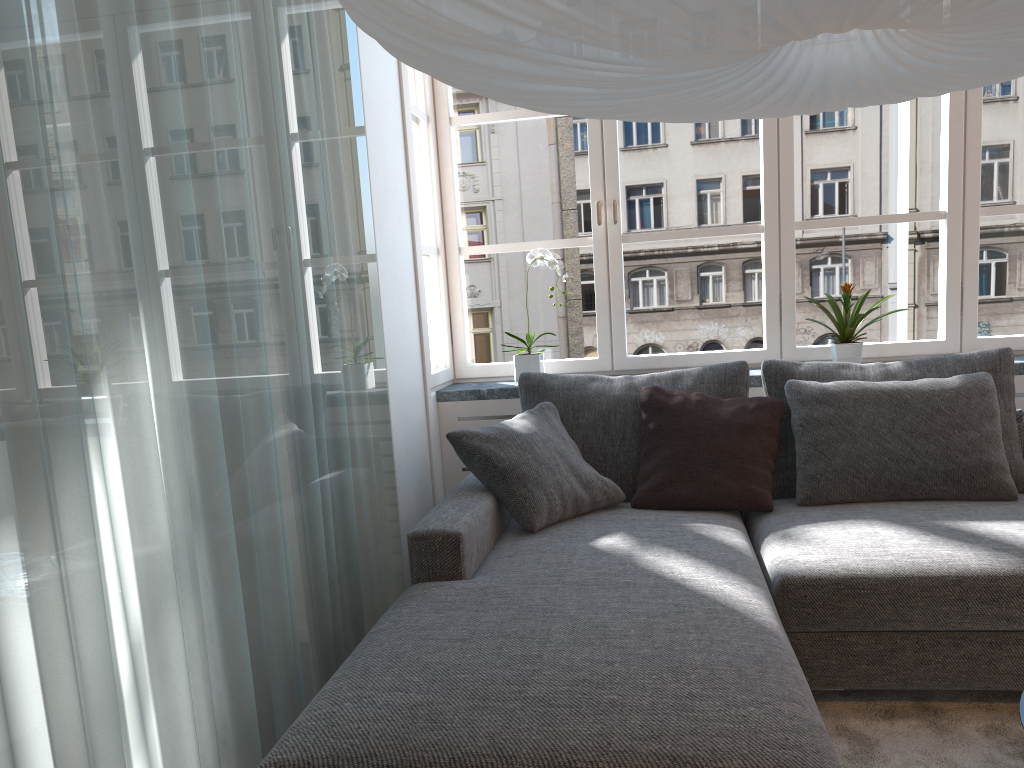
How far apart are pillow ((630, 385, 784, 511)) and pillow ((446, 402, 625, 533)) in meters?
0.0

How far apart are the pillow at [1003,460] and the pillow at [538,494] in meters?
0.6 m

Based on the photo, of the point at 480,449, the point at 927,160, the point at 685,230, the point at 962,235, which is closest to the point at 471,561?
the point at 480,449

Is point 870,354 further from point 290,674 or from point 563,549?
point 290,674

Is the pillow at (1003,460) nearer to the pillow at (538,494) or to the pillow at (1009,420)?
the pillow at (1009,420)

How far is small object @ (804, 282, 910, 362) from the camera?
3.3 meters

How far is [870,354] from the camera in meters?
3.6 m

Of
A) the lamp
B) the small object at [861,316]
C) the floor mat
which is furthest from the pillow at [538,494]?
the lamp

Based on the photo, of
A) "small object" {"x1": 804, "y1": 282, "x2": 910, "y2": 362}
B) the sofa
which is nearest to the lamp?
the sofa

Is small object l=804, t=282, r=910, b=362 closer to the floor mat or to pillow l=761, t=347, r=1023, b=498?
pillow l=761, t=347, r=1023, b=498
